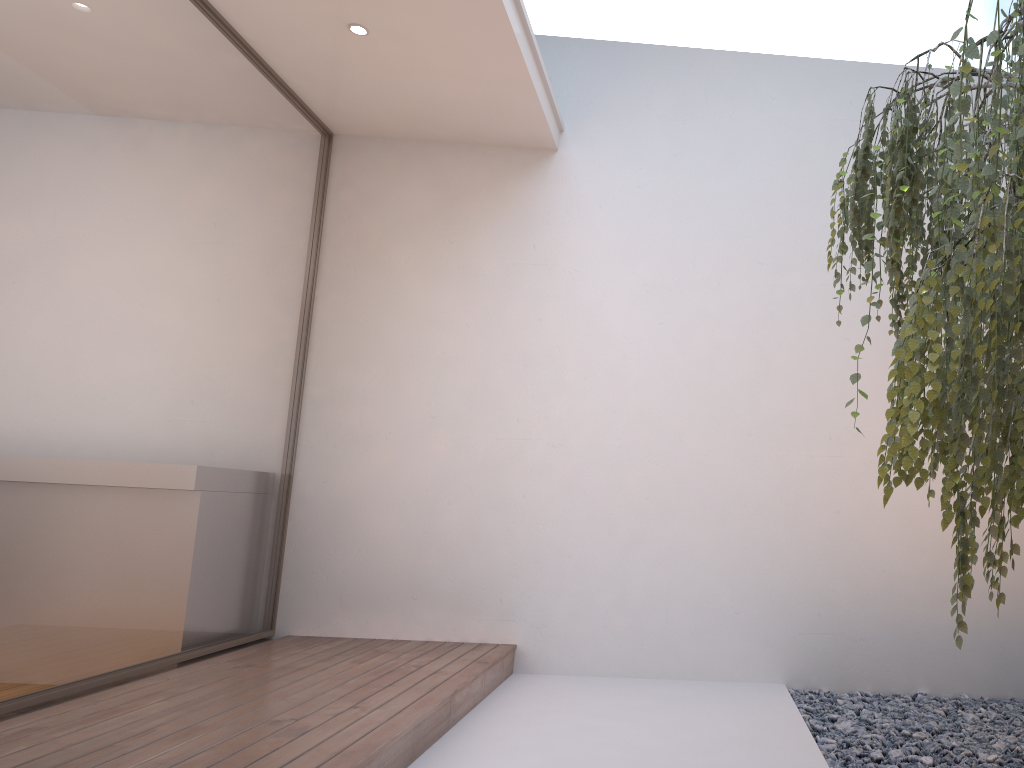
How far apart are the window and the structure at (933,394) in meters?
2.4 m

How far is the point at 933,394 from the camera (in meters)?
1.25

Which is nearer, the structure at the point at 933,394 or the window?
the structure at the point at 933,394

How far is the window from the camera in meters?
2.8

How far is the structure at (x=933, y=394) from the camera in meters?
1.2 m

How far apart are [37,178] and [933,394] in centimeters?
270cm

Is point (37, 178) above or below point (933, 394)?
above

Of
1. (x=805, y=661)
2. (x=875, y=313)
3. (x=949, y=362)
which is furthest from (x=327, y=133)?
(x=949, y=362)

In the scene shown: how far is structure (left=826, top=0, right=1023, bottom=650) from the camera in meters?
1.2 m
